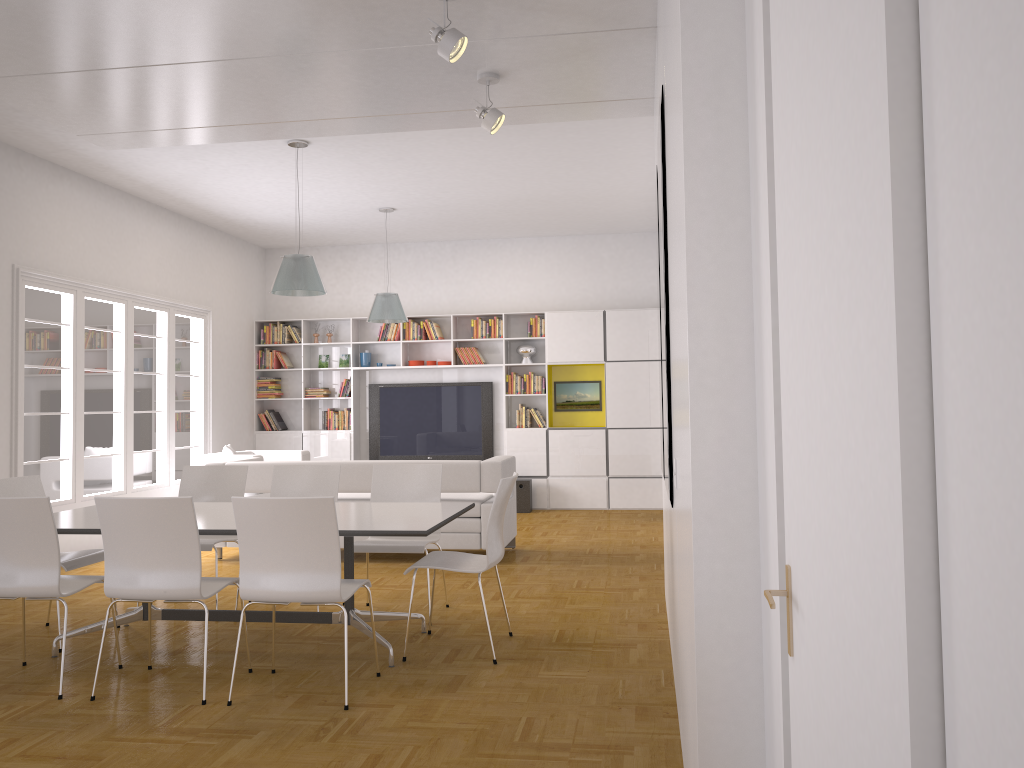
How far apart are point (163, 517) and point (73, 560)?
1.5 meters

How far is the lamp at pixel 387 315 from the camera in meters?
9.5

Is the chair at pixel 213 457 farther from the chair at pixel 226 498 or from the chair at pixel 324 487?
the chair at pixel 324 487

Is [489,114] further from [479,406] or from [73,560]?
[479,406]

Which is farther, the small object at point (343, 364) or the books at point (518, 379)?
the small object at point (343, 364)

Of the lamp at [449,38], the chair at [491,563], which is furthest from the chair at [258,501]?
the lamp at [449,38]

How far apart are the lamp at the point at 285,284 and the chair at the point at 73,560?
2.3m

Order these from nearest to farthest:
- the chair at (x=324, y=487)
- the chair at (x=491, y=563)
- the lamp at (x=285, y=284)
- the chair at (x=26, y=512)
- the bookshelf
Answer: the chair at (x=26, y=512), the chair at (x=491, y=563), the chair at (x=324, y=487), the lamp at (x=285, y=284), the bookshelf

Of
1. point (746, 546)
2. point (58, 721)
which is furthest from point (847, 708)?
point (58, 721)

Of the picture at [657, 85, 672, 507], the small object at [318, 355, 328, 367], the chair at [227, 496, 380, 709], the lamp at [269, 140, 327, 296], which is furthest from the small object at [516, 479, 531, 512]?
the picture at [657, 85, 672, 507]
